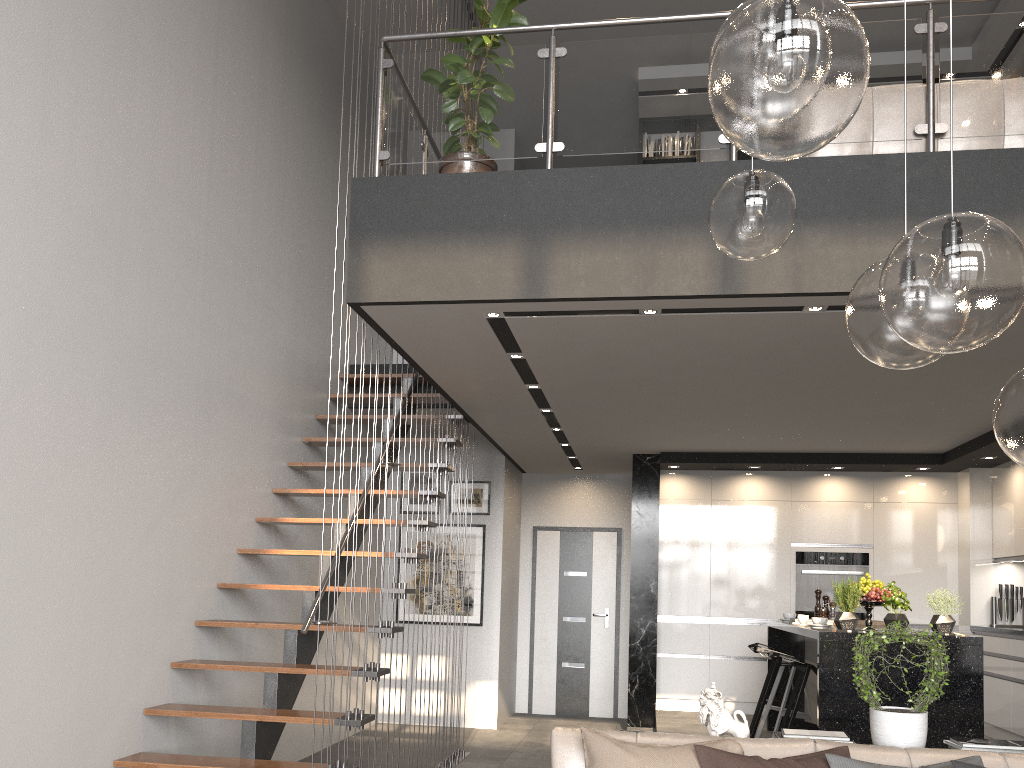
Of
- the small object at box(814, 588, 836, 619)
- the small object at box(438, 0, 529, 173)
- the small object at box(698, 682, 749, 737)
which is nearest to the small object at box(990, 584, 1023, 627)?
the small object at box(814, 588, 836, 619)

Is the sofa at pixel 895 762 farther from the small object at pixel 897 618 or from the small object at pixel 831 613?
the small object at pixel 831 613

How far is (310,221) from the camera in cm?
693

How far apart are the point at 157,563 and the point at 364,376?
3.04m

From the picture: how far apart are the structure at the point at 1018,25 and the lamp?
2.3m

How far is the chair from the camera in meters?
5.3

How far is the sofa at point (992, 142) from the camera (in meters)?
3.94

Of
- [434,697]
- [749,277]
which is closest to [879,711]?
[749,277]

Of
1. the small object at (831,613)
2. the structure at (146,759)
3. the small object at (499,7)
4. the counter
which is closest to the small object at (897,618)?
the small object at (831,613)

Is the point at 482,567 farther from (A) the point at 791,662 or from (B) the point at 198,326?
(B) the point at 198,326
